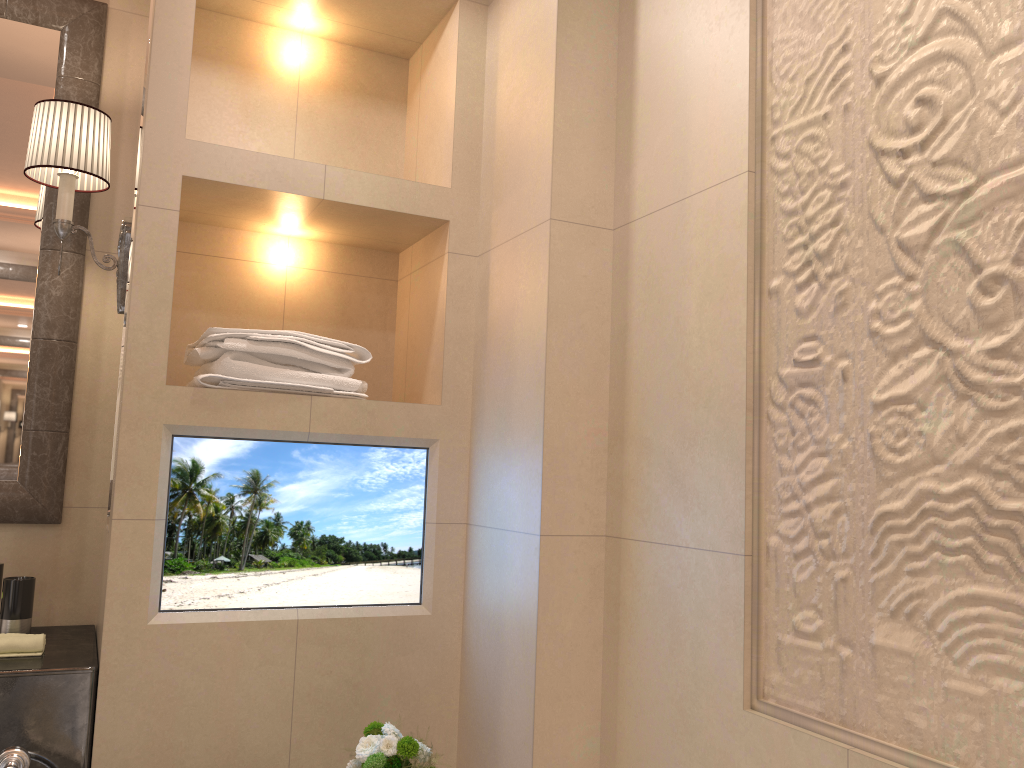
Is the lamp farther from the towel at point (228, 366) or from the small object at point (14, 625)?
the small object at point (14, 625)

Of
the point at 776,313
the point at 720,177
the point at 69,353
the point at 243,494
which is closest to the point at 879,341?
the point at 776,313

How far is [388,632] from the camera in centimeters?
198cm

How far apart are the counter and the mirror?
0.25m

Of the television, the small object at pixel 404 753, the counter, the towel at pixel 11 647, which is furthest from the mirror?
the small object at pixel 404 753

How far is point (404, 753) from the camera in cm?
165

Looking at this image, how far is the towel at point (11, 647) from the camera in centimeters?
177cm

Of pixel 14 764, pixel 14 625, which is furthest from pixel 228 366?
pixel 14 764

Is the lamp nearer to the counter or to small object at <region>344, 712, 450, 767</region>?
the counter

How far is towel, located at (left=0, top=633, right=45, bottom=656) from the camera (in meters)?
1.77
